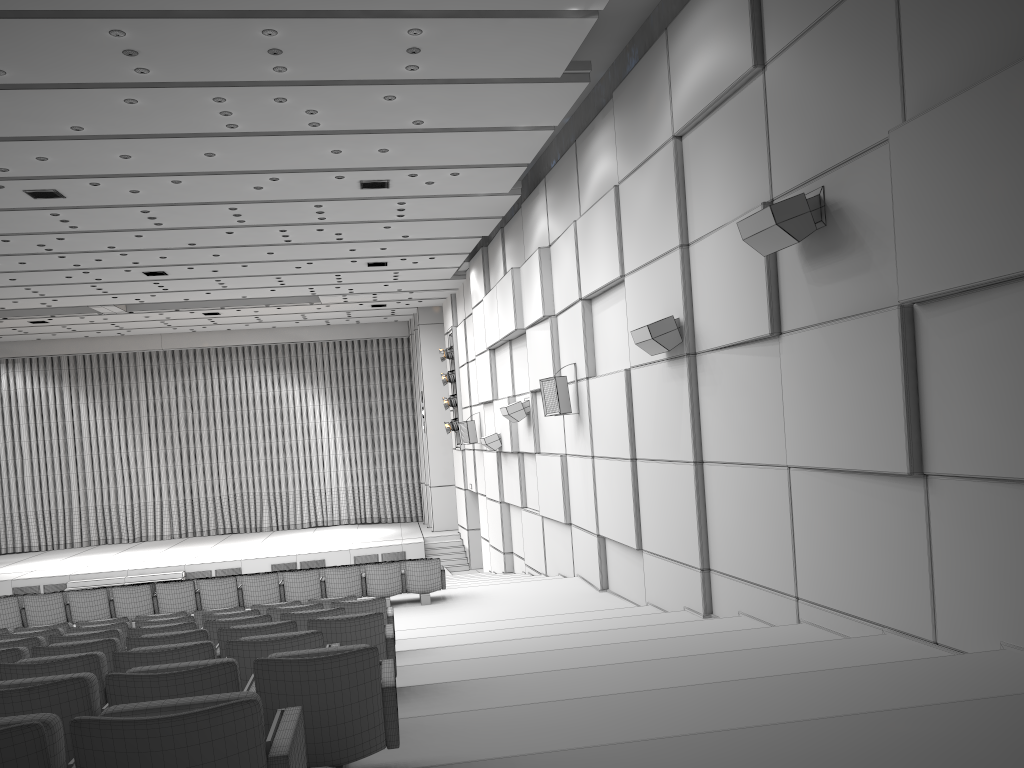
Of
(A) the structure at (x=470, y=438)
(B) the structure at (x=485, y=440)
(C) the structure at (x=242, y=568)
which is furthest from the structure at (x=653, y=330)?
(C) the structure at (x=242, y=568)

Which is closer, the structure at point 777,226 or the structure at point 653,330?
the structure at point 777,226

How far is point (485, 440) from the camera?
17.94m

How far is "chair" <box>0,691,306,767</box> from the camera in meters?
2.2 m

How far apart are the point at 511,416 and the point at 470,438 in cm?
540

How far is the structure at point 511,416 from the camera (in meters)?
15.49

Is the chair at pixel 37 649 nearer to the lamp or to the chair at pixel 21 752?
the chair at pixel 21 752

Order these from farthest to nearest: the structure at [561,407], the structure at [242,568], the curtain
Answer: the curtain
the structure at [242,568]
the structure at [561,407]

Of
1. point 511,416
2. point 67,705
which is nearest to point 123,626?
point 67,705

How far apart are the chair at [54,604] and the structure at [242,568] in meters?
10.8 m
